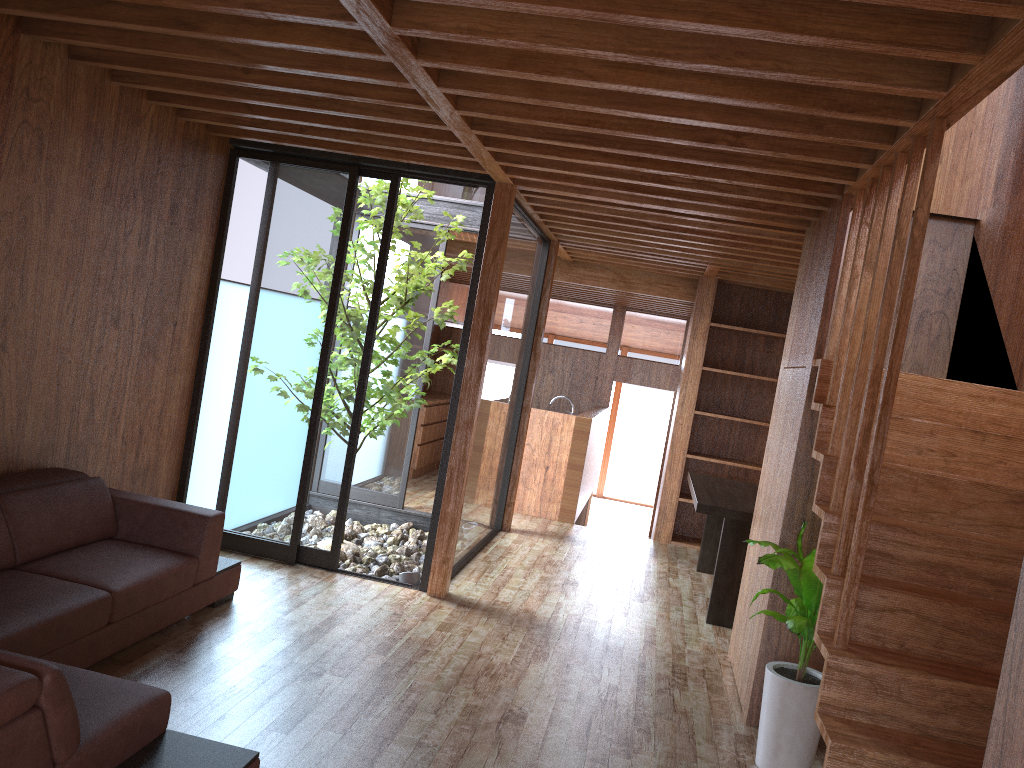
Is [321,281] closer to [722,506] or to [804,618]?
[722,506]

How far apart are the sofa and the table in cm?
257

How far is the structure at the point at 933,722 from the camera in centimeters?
251cm

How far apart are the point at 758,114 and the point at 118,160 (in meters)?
2.89

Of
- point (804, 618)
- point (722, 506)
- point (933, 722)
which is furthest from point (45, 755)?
point (722, 506)

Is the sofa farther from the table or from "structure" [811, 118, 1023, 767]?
the table

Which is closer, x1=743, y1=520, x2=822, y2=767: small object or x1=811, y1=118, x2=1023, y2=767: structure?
x1=811, y1=118, x2=1023, y2=767: structure

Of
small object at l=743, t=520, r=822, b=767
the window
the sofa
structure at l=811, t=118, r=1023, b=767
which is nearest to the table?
the window

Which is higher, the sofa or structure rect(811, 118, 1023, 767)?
structure rect(811, 118, 1023, 767)

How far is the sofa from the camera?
2.0 meters
